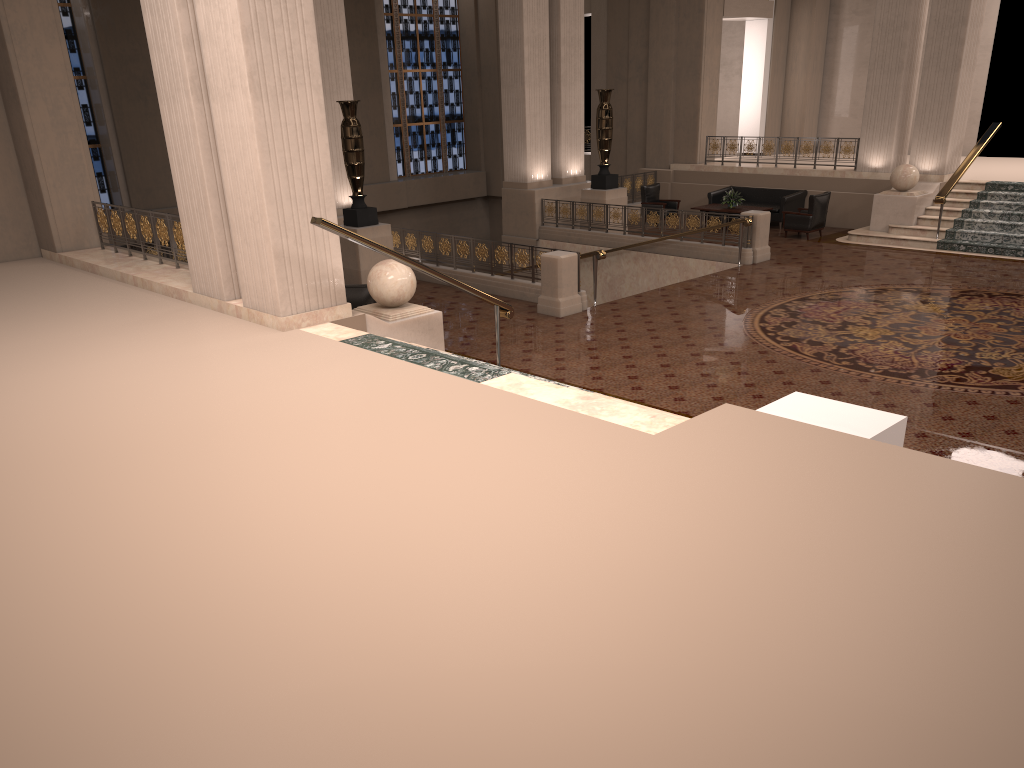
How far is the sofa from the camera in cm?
1859

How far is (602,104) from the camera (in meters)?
17.77

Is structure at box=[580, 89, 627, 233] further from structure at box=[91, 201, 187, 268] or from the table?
structure at box=[91, 201, 187, 268]

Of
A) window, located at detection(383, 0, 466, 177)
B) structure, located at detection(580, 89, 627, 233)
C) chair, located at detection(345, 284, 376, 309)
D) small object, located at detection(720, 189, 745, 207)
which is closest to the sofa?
small object, located at detection(720, 189, 745, 207)

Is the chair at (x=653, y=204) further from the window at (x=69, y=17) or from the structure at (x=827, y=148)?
the window at (x=69, y=17)

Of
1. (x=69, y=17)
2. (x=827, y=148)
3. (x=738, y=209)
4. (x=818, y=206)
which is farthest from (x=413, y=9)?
(x=818, y=206)

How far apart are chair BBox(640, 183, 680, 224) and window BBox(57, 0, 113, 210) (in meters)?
12.07

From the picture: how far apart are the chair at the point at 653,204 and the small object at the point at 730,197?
1.4m

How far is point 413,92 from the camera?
25.0m

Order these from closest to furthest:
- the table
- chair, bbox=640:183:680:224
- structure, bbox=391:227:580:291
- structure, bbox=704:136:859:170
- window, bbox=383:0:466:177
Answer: structure, bbox=391:227:580:291 < the table < structure, bbox=704:136:859:170 < chair, bbox=640:183:680:224 < window, bbox=383:0:466:177
